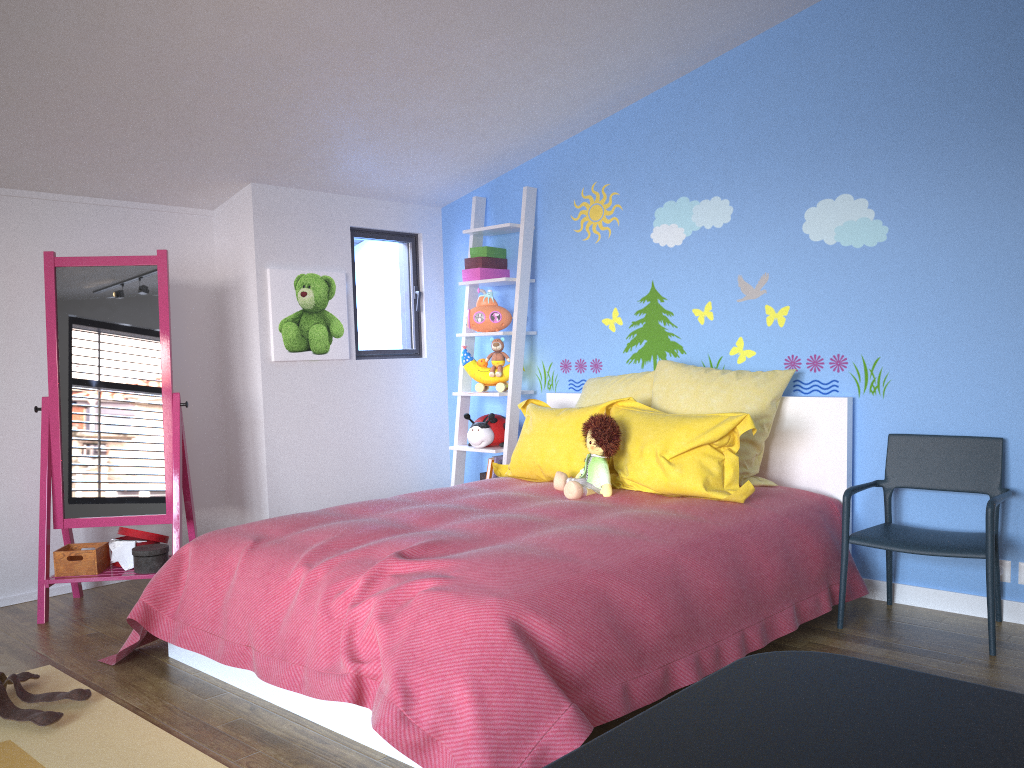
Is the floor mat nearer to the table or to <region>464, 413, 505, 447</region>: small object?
the table

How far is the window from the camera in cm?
475

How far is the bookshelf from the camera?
4.5 meters

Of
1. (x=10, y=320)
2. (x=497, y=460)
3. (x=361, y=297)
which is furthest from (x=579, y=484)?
(x=10, y=320)

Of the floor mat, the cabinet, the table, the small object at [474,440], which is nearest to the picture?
the cabinet

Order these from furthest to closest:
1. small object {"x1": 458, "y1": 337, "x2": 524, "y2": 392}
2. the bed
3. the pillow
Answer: small object {"x1": 458, "y1": 337, "x2": 524, "y2": 392}
the pillow
the bed

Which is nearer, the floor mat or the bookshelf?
the floor mat

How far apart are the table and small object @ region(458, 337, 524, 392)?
3.8m

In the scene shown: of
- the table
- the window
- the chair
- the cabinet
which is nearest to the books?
the window

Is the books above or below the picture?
below
